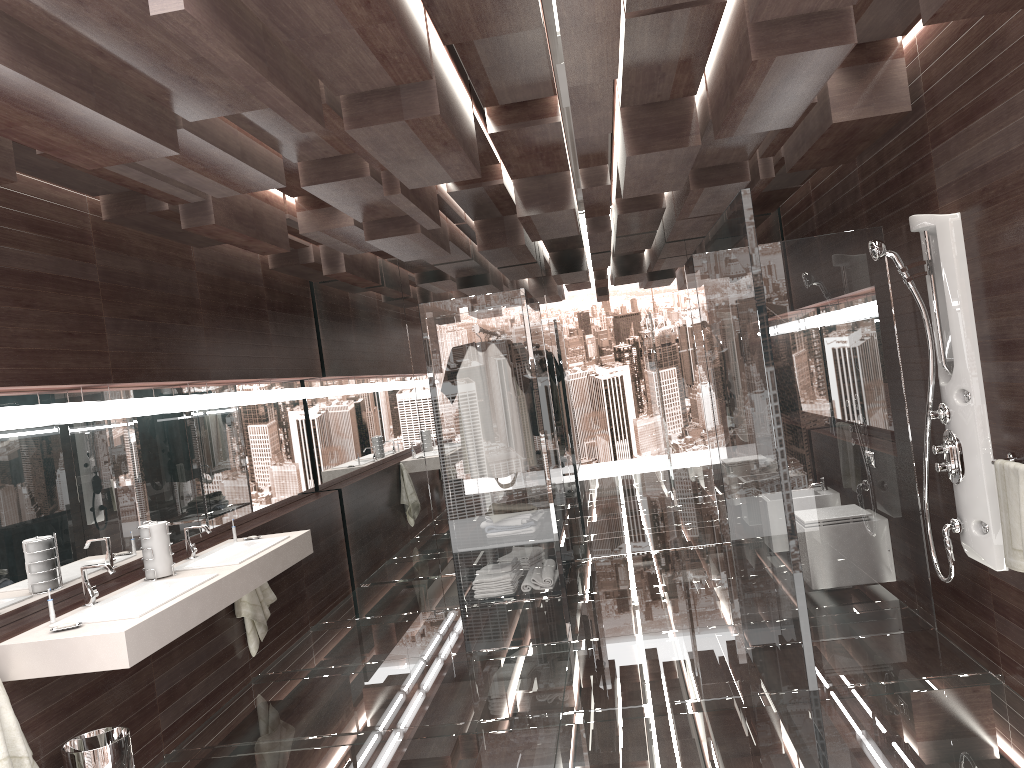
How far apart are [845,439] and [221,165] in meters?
3.1 m

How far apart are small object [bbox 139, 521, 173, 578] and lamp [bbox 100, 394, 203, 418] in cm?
57

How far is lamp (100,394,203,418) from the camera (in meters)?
4.23

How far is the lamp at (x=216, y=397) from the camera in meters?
5.3

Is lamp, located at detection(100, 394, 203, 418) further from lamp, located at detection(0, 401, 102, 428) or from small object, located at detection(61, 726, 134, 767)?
small object, located at detection(61, 726, 134, 767)

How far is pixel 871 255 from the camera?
3.7m

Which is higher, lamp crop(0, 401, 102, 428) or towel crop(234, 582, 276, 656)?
lamp crop(0, 401, 102, 428)

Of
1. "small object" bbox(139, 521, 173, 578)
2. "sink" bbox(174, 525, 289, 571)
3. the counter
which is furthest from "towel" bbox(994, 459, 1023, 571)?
"small object" bbox(139, 521, 173, 578)

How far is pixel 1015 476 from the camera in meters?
3.2 m

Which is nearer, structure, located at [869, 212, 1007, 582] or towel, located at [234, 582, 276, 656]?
structure, located at [869, 212, 1007, 582]
